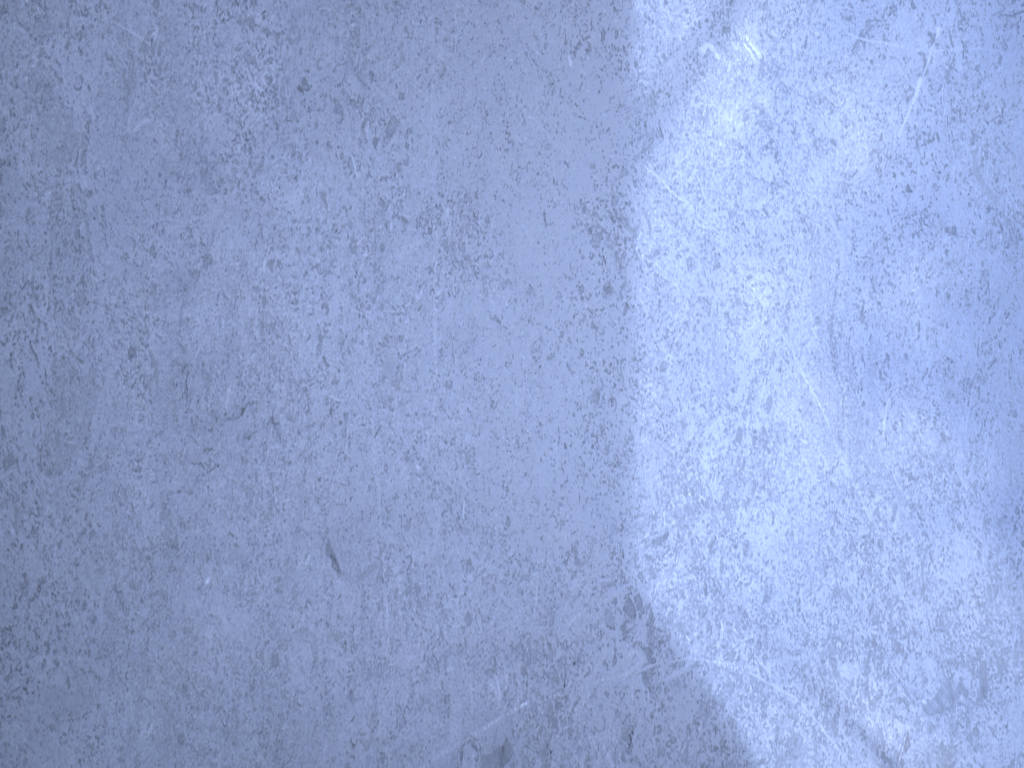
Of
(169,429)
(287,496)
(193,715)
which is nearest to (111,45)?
(169,429)
